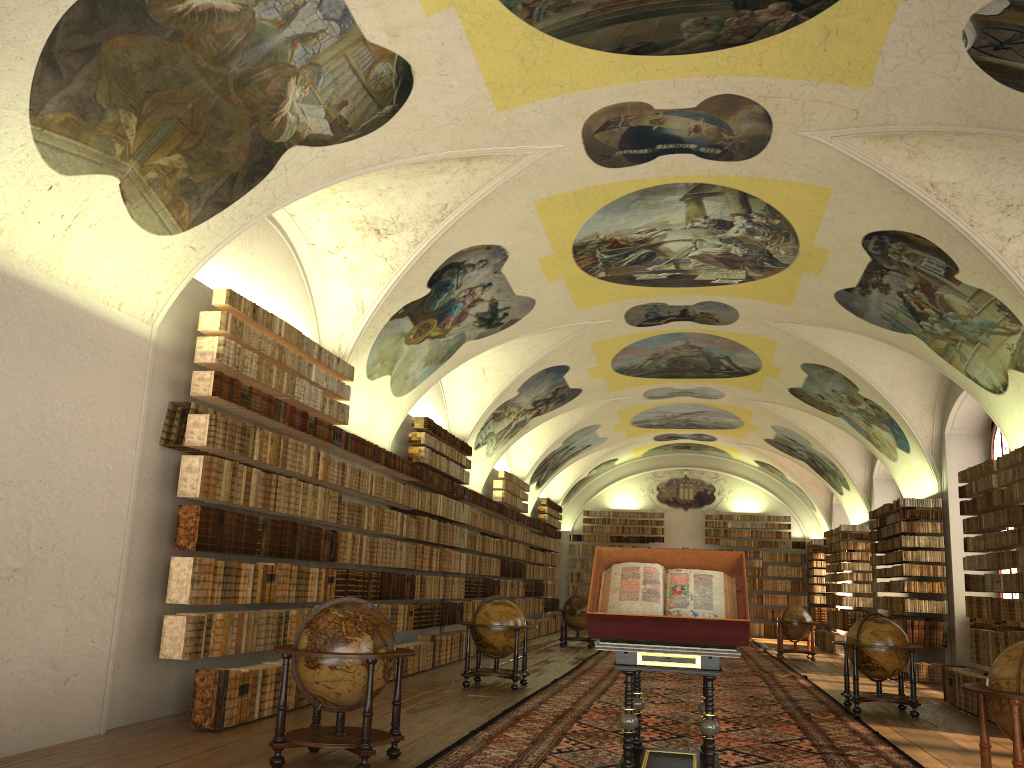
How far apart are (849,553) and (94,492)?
23.1m

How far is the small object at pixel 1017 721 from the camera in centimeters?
653cm

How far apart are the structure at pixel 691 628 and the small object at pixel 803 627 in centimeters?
1649cm

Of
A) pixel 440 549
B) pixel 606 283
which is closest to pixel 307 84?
pixel 606 283

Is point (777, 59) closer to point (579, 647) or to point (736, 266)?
point (736, 266)

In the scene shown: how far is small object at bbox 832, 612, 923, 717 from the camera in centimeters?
1280cm

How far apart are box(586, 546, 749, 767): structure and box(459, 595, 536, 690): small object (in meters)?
5.85

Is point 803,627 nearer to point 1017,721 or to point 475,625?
point 475,625

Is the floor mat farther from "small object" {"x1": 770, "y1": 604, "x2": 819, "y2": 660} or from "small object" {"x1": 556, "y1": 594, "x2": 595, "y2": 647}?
"small object" {"x1": 556, "y1": 594, "x2": 595, "y2": 647}

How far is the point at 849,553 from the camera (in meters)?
26.49
